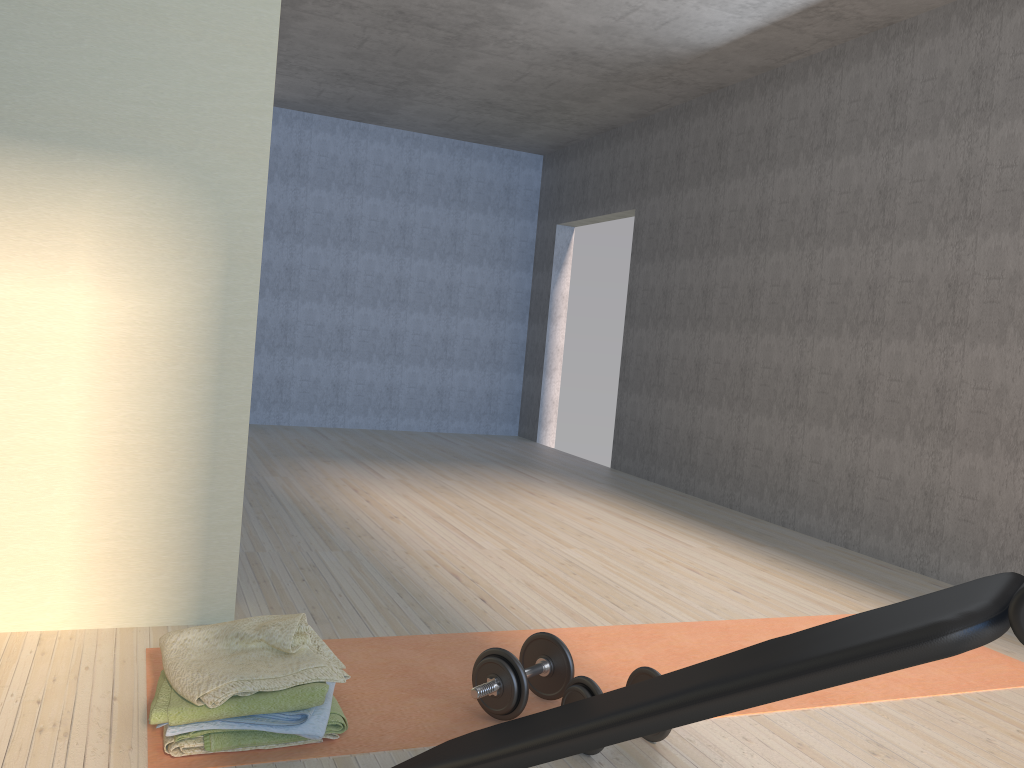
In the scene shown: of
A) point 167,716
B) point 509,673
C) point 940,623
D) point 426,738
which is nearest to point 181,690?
point 167,716

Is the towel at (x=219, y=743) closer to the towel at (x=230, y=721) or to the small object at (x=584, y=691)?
the towel at (x=230, y=721)

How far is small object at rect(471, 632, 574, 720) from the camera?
2.14m

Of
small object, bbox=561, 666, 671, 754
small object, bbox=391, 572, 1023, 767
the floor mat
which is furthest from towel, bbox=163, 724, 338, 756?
small object, bbox=561, 666, 671, 754

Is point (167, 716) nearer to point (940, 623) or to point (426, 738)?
point (426, 738)

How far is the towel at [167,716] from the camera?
1.84m

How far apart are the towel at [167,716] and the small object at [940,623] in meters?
0.4 m

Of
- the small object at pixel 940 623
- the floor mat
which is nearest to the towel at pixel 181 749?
the floor mat

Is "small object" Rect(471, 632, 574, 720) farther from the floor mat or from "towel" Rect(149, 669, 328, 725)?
"towel" Rect(149, 669, 328, 725)

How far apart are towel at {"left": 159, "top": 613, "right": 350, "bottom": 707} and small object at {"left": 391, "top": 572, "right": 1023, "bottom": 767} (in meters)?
0.41
